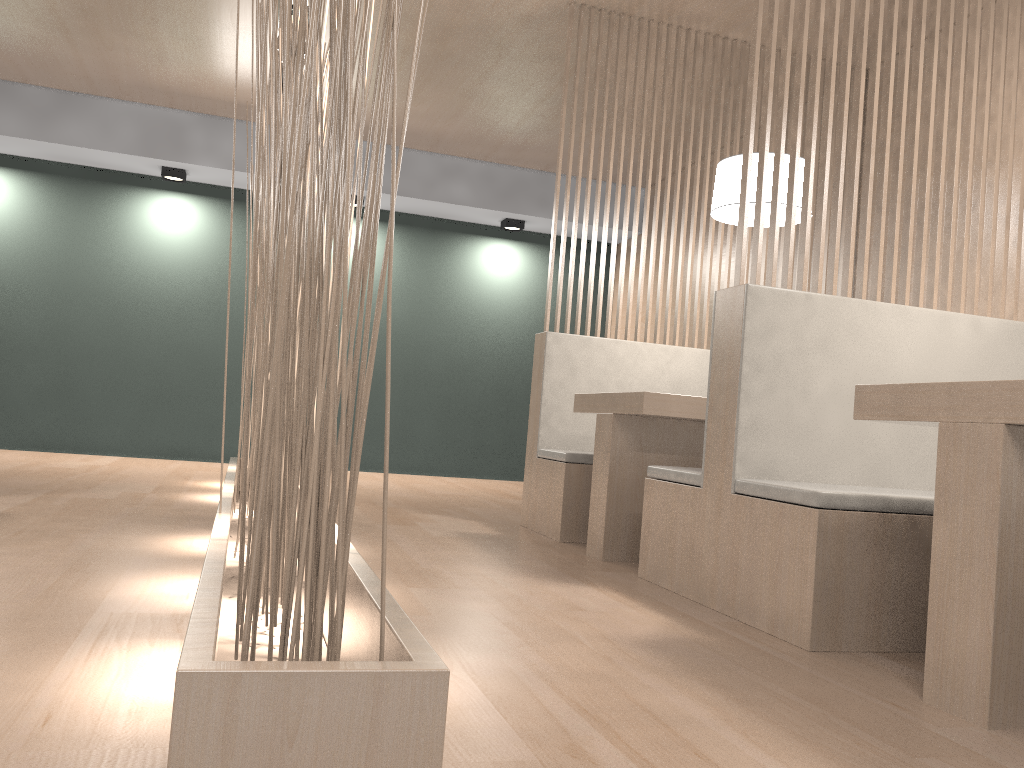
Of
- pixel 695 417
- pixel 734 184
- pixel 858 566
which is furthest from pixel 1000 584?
pixel 734 184

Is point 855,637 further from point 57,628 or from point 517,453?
point 517,453

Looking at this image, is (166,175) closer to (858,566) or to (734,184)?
(734,184)

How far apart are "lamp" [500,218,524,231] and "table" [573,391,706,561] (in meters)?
2.42

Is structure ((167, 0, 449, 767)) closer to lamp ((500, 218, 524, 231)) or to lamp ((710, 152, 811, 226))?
lamp ((710, 152, 811, 226))

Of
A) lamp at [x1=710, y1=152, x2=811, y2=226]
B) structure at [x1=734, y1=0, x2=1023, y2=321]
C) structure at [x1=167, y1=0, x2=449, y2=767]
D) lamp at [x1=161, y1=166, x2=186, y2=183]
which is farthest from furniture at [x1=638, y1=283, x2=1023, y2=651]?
lamp at [x1=161, y1=166, x2=186, y2=183]

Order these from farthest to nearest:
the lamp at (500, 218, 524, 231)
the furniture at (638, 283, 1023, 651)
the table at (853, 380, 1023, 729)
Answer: the lamp at (500, 218, 524, 231), the furniture at (638, 283, 1023, 651), the table at (853, 380, 1023, 729)

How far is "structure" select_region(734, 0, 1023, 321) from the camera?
1.7m

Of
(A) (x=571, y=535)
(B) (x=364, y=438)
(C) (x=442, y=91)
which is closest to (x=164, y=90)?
(C) (x=442, y=91)

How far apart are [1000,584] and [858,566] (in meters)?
0.34
